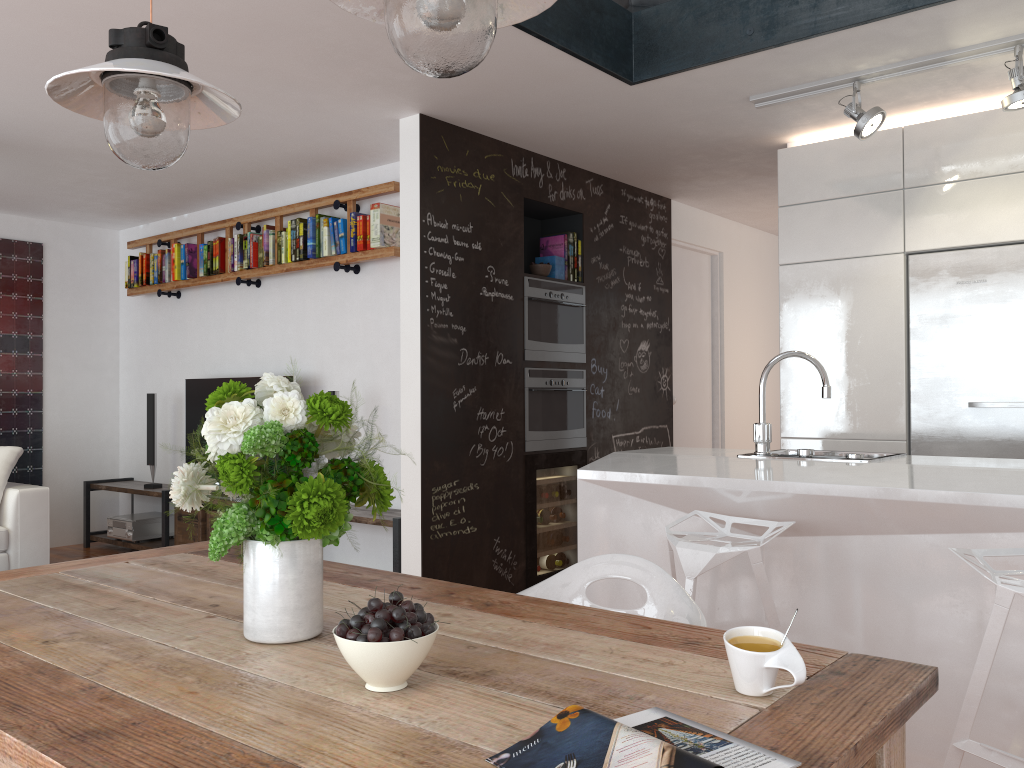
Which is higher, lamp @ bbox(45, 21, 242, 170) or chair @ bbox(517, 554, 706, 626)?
lamp @ bbox(45, 21, 242, 170)

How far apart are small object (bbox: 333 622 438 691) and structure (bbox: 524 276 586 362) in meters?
3.7

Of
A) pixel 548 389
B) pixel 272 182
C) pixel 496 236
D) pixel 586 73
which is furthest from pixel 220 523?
pixel 272 182

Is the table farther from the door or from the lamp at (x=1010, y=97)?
the door

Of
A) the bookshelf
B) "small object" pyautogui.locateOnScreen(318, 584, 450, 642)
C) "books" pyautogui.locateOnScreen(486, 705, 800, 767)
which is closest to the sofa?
the bookshelf

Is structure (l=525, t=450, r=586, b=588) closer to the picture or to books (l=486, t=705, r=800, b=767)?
books (l=486, t=705, r=800, b=767)

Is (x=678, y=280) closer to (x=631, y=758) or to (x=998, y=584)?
(x=998, y=584)

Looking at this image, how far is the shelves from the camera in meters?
4.8 m

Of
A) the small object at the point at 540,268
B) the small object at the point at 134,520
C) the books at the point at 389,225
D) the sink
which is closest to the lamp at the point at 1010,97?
the sink

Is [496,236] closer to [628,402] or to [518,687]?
[628,402]
